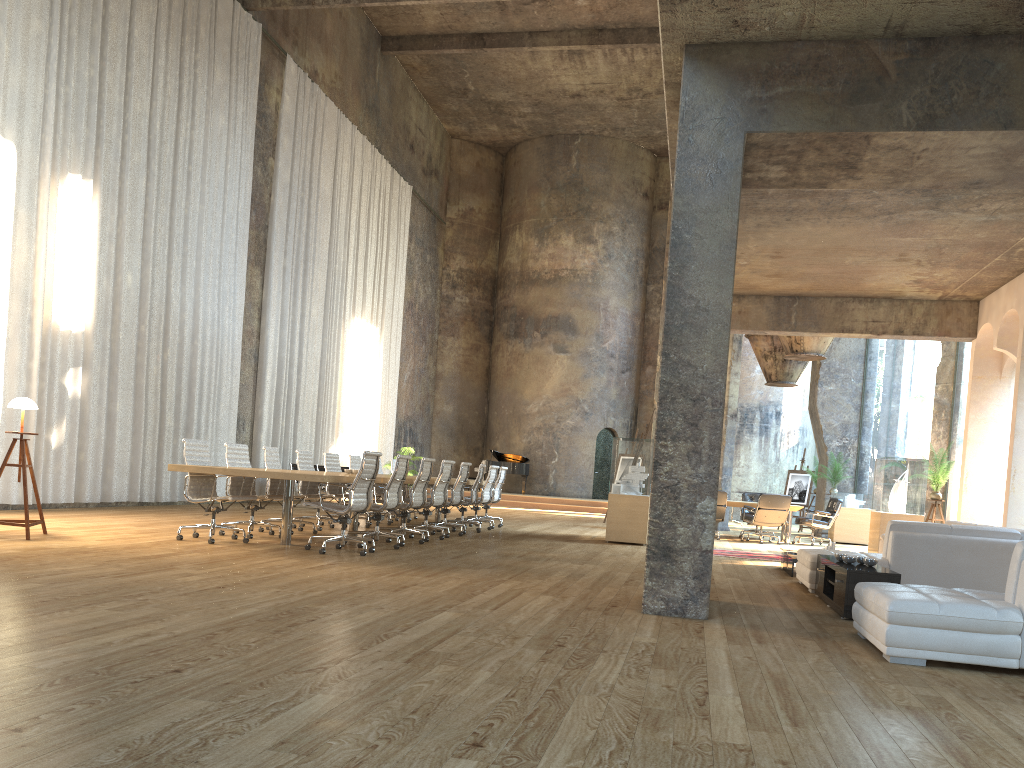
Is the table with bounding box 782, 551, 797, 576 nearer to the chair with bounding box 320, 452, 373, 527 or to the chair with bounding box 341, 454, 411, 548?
the chair with bounding box 341, 454, 411, 548

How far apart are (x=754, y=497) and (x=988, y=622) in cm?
1290

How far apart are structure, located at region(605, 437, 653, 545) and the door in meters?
3.3

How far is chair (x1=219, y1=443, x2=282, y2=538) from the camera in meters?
9.6

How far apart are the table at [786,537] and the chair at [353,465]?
7.74m

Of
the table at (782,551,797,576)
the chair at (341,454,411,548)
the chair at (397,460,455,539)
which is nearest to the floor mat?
the table at (782,551,797,576)

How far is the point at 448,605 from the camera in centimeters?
563cm

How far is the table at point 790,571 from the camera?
9.5m

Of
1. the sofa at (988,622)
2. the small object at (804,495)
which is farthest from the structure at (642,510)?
the sofa at (988,622)

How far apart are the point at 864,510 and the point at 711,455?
12.5m
